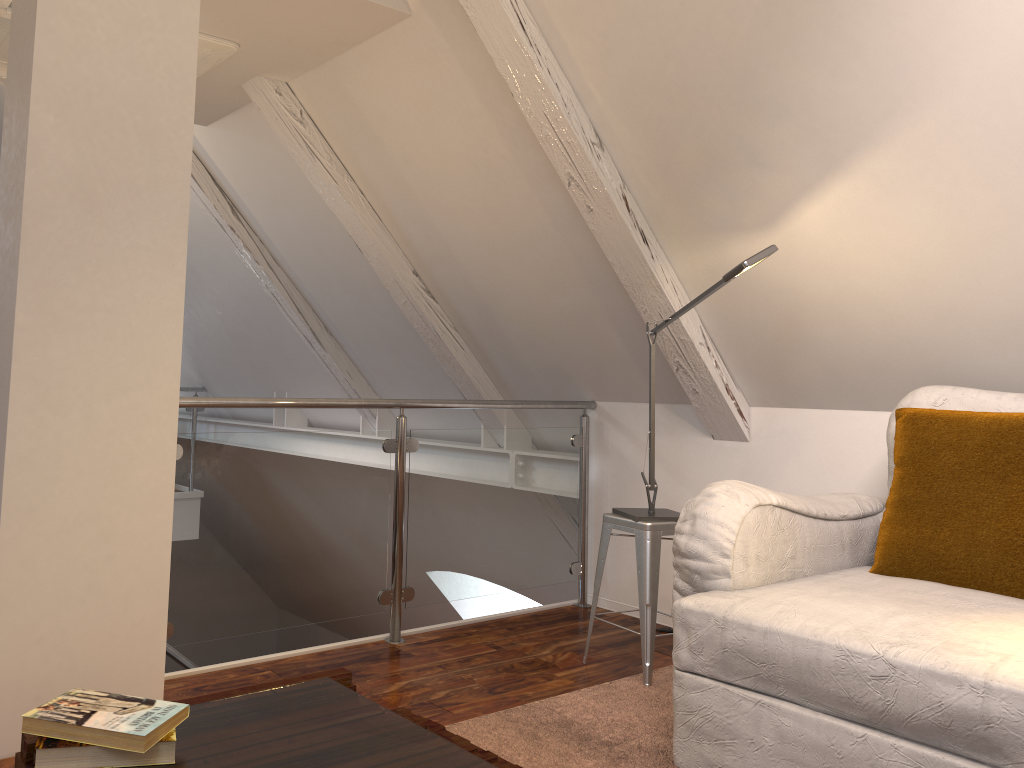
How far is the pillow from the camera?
1.9 meters

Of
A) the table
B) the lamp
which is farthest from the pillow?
the table

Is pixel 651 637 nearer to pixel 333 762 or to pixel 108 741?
pixel 333 762

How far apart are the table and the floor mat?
0.4m

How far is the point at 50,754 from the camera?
1.07m

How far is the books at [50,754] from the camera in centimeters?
107cm

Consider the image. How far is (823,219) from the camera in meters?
2.3

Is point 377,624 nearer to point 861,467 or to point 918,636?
point 861,467

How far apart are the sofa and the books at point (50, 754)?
1.0m

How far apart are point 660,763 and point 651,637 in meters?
0.5
